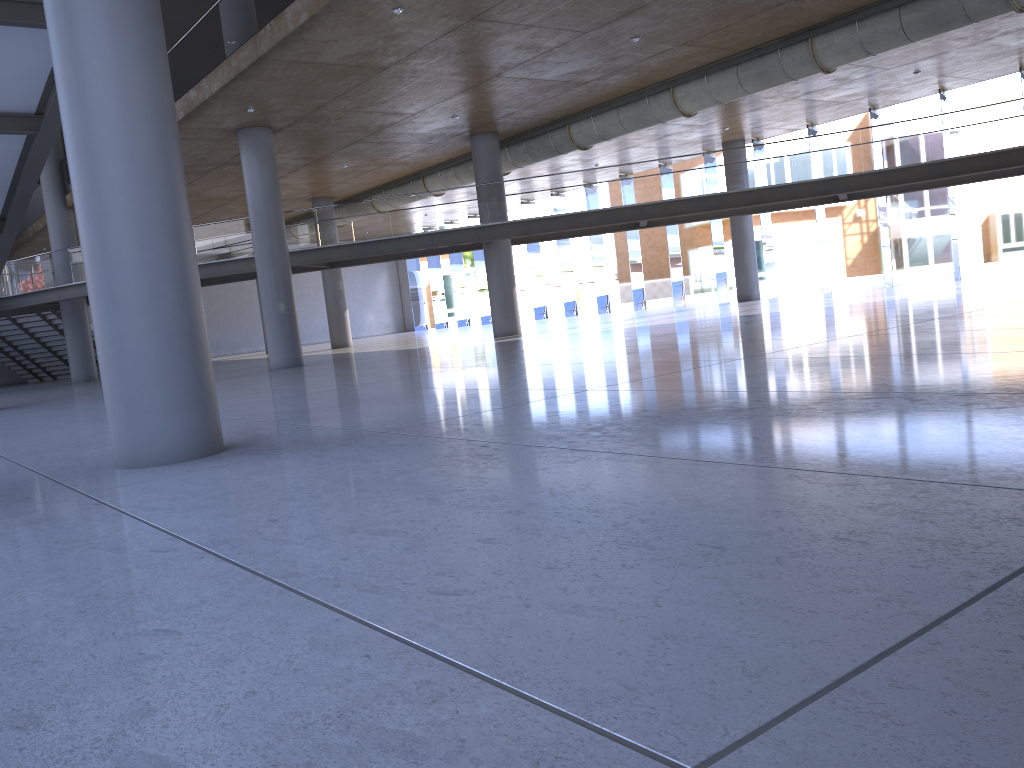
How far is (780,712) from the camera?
1.8 meters

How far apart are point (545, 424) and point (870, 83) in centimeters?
2141cm
